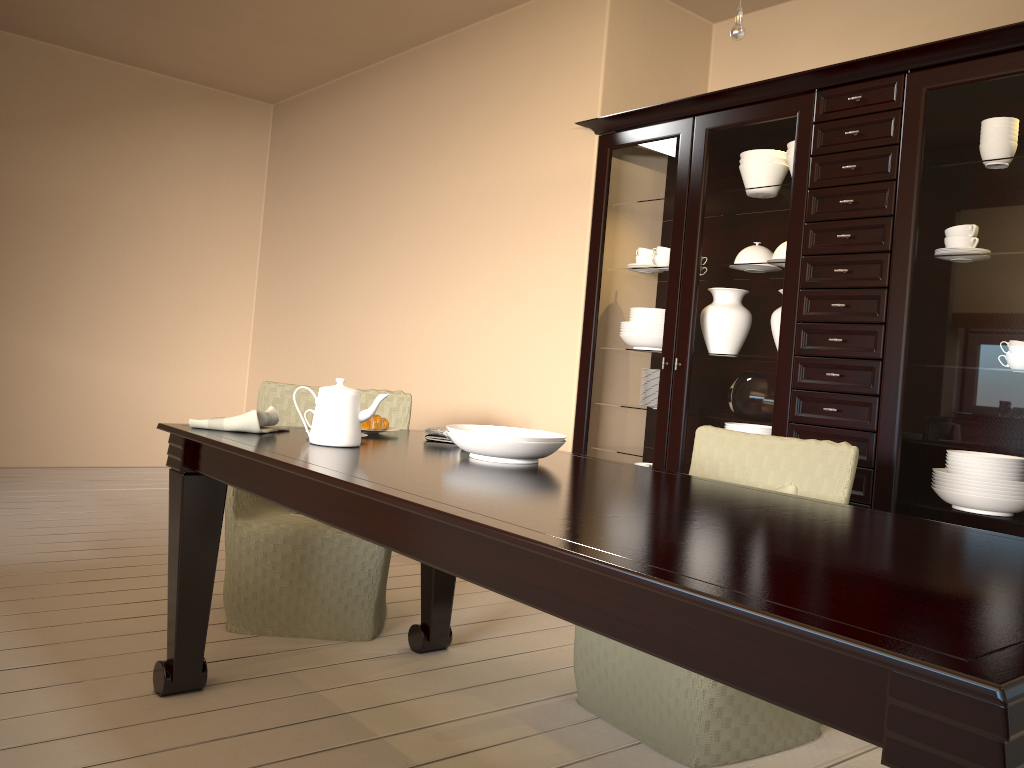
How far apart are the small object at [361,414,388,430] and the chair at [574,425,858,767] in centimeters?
77cm

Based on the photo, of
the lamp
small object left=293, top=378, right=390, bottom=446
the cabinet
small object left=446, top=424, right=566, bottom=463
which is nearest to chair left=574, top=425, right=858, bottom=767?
the cabinet

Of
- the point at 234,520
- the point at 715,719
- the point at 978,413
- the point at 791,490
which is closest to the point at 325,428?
the point at 234,520

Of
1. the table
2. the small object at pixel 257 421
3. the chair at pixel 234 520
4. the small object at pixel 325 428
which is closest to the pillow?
the table

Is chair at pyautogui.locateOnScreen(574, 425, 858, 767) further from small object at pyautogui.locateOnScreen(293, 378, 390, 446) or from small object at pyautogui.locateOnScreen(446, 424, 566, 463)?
small object at pyautogui.locateOnScreen(293, 378, 390, 446)

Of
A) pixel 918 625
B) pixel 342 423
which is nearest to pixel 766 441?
pixel 342 423

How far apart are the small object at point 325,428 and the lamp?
1.1 meters

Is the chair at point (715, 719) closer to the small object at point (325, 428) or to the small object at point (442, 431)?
the small object at point (442, 431)

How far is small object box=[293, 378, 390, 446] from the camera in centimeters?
201cm

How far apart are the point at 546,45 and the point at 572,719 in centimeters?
294cm
